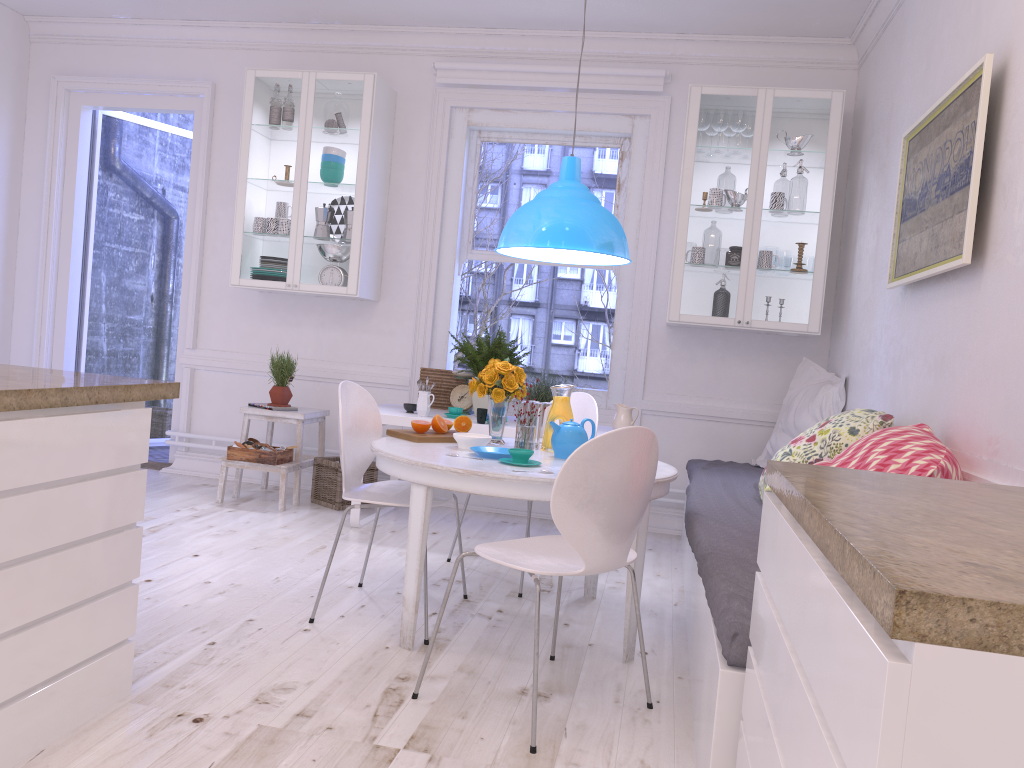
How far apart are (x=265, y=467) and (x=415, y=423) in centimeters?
182cm

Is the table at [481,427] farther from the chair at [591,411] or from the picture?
the picture

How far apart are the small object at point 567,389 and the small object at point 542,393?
1.07m

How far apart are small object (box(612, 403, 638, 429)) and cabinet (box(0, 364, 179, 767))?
2.7m

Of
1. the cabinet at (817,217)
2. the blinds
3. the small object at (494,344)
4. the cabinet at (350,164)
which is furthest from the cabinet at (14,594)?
the blinds

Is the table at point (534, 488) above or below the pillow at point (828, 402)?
below

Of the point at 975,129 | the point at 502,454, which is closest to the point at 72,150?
the point at 502,454

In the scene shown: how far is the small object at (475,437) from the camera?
3.3 meters

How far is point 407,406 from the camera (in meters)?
4.77

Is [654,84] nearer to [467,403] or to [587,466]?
[467,403]
